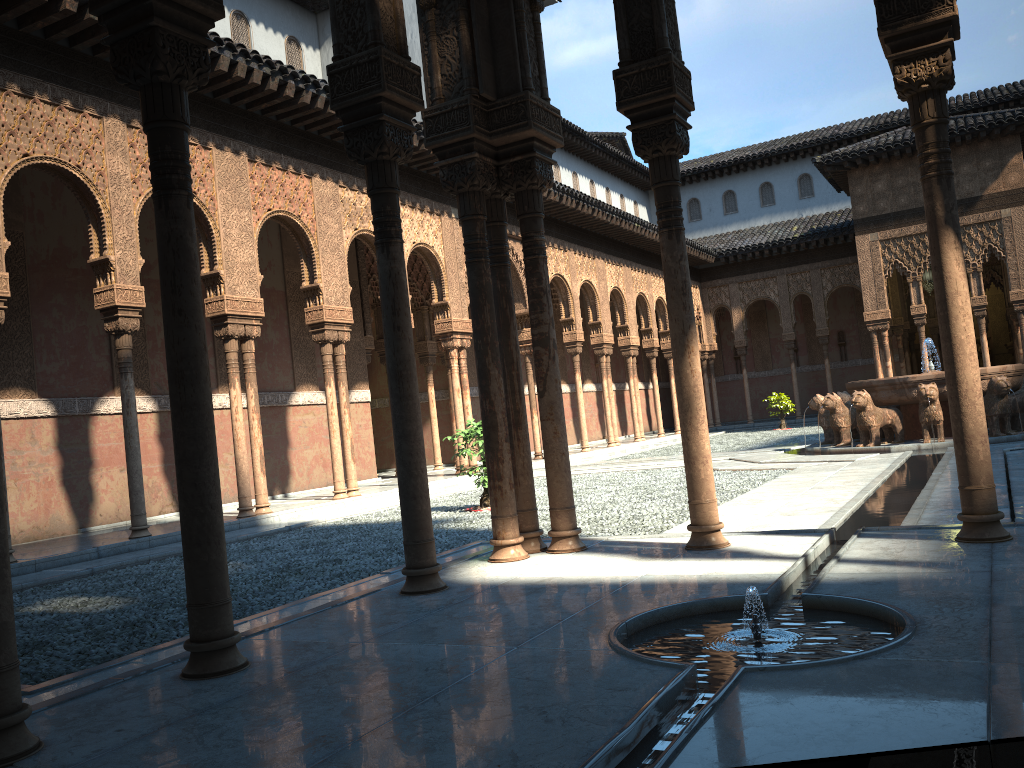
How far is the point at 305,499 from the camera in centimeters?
1564cm

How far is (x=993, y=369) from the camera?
14.7 meters

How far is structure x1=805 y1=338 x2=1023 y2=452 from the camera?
14.7m

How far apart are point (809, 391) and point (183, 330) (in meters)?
34.08
